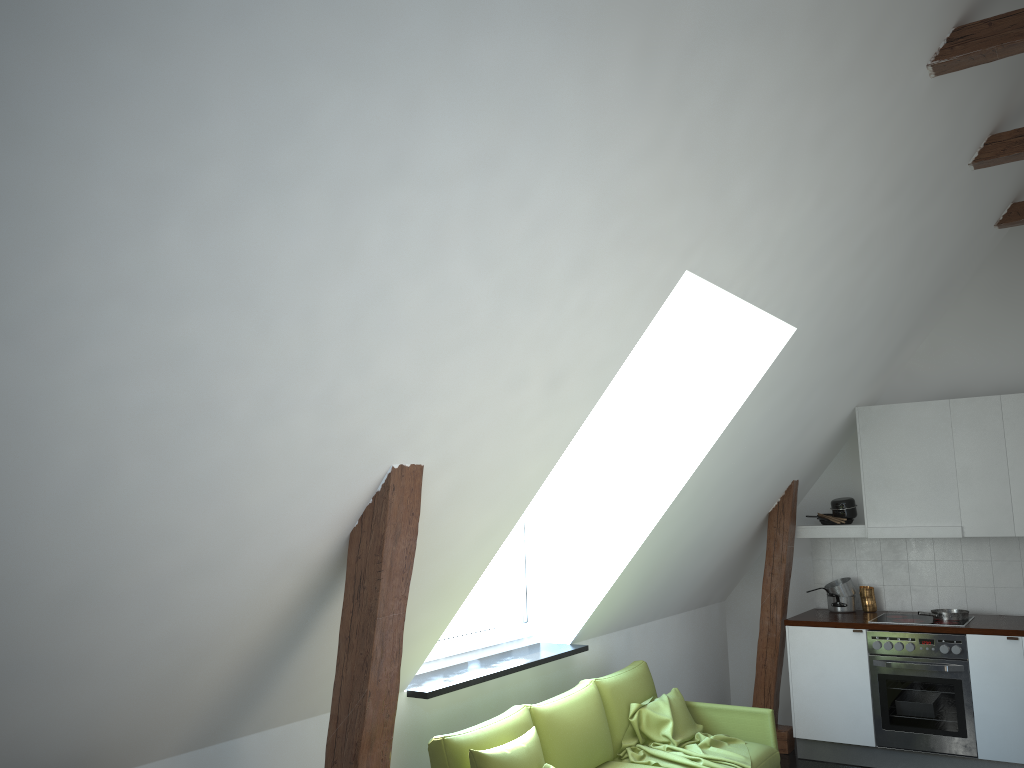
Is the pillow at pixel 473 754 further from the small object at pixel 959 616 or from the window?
the small object at pixel 959 616

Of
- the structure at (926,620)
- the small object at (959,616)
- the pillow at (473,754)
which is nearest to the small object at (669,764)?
the pillow at (473,754)

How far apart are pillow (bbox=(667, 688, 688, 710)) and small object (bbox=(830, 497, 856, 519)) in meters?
2.1 m

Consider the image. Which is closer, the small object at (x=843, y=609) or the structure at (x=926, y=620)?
the structure at (x=926, y=620)

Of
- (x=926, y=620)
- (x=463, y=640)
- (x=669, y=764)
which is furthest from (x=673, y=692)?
(x=926, y=620)

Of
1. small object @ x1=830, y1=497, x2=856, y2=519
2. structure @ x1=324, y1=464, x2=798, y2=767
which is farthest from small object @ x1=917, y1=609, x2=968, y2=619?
structure @ x1=324, y1=464, x2=798, y2=767

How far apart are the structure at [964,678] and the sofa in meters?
1.3 m

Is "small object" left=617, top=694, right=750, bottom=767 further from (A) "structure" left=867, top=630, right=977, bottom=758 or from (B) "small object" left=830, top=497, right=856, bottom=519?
(B) "small object" left=830, top=497, right=856, bottom=519

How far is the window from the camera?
4.54m

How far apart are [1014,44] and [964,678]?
3.78m
